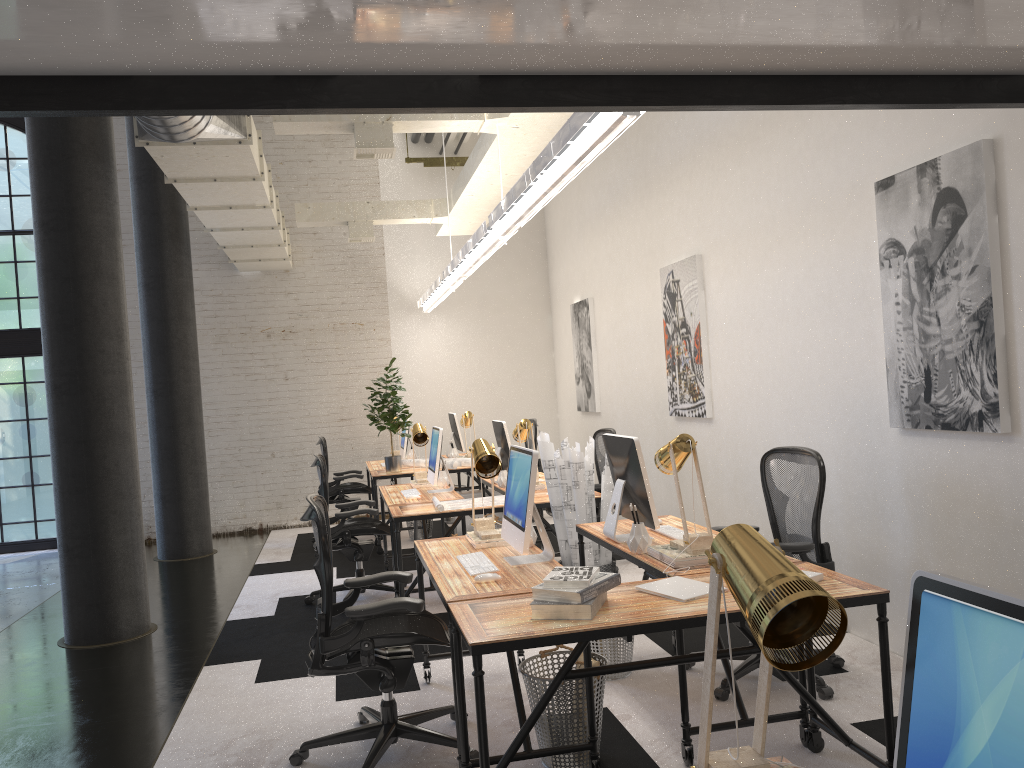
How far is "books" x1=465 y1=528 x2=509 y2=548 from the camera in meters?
4.1

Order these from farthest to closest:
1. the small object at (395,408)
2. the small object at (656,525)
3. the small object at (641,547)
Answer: the small object at (395,408)
the small object at (656,525)
the small object at (641,547)

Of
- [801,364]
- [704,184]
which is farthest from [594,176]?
[801,364]

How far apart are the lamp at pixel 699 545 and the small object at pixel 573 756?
0.7 meters

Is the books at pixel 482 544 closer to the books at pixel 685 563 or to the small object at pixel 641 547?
the small object at pixel 641 547

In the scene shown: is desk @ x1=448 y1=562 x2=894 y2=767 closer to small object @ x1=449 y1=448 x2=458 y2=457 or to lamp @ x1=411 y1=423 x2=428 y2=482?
lamp @ x1=411 y1=423 x2=428 y2=482

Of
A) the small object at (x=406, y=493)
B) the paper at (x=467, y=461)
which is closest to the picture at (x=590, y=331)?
the paper at (x=467, y=461)

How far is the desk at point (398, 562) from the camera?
5.4m

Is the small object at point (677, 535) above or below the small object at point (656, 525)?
below

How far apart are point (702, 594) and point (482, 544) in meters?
1.4 m
